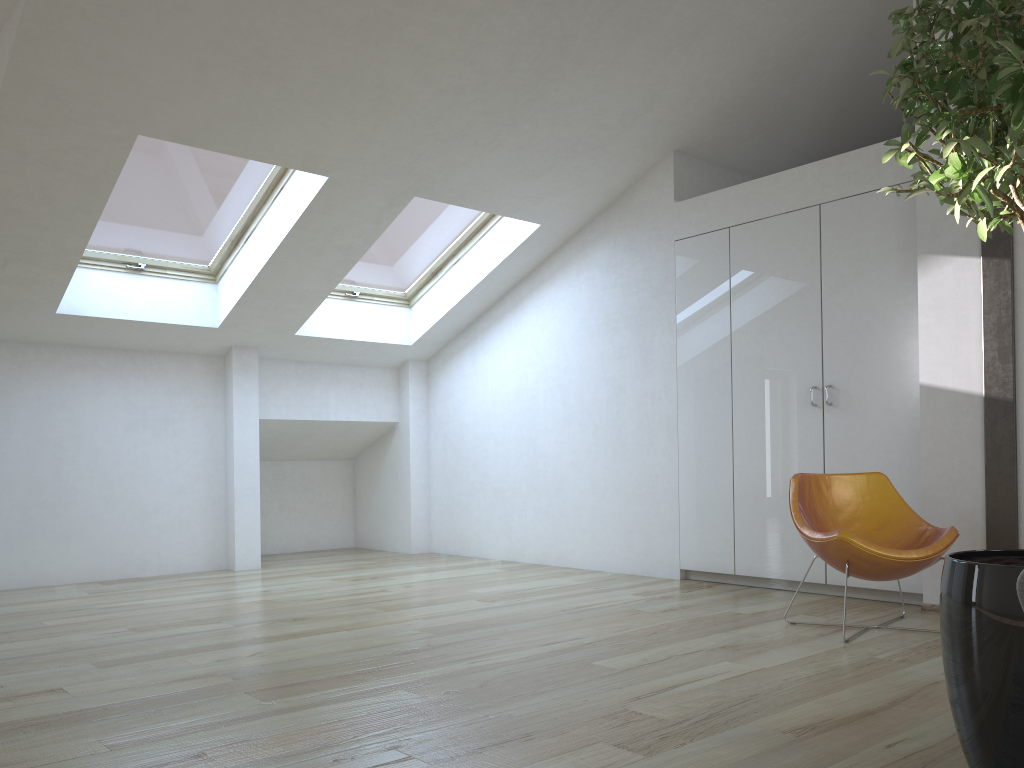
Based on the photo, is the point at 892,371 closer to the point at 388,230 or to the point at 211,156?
the point at 388,230

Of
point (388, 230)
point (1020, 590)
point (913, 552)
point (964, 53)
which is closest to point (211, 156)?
point (388, 230)

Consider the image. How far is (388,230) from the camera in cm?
655

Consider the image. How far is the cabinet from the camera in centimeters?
476cm

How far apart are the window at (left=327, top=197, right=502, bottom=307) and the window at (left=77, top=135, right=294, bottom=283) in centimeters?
93cm

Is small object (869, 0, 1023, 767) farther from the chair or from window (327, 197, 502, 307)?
window (327, 197, 502, 307)

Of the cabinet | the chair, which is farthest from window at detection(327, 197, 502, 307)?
the chair

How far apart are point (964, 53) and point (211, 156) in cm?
468

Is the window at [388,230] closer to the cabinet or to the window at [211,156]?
the window at [211,156]

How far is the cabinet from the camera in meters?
4.8
